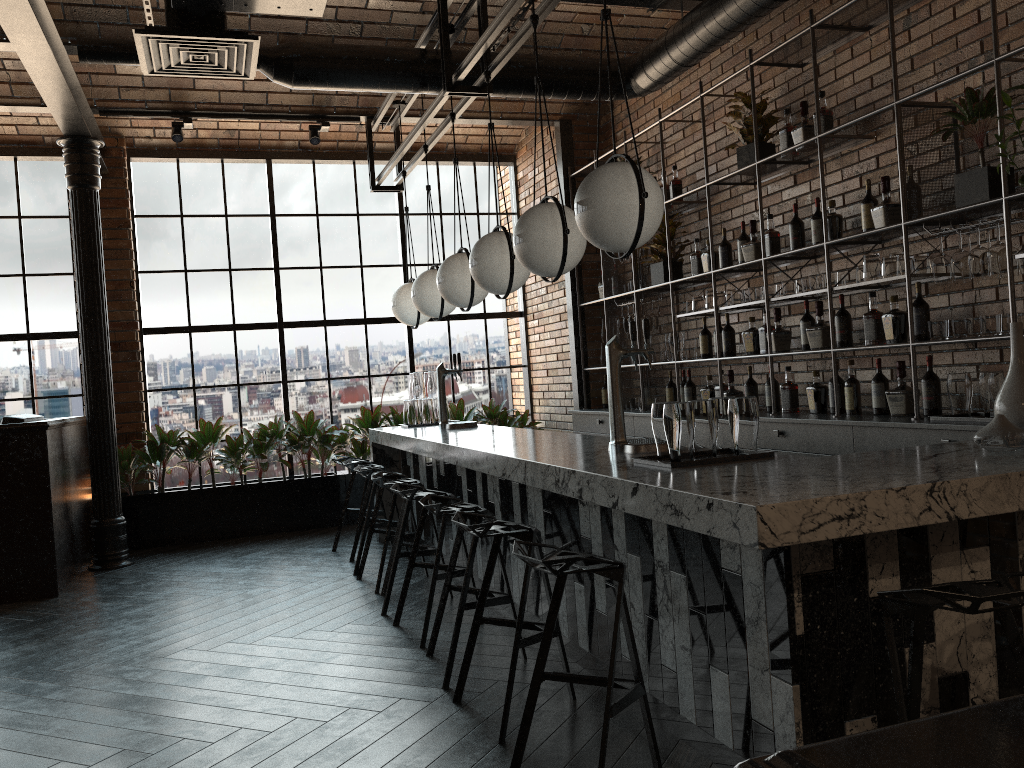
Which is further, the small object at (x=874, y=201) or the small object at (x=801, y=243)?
the small object at (x=801, y=243)

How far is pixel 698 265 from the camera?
6.2 meters

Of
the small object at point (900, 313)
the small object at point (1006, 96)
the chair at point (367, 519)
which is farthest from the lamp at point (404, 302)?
the small object at point (1006, 96)

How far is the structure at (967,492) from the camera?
2.22m

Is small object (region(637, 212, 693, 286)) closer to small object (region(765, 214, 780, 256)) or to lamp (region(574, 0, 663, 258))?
small object (region(765, 214, 780, 256))

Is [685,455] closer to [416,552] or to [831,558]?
[831,558]

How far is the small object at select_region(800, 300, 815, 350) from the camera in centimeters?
513cm

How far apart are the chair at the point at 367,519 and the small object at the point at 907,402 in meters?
3.3 m

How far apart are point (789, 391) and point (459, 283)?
2.1m

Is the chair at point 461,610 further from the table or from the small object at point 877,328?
the table
